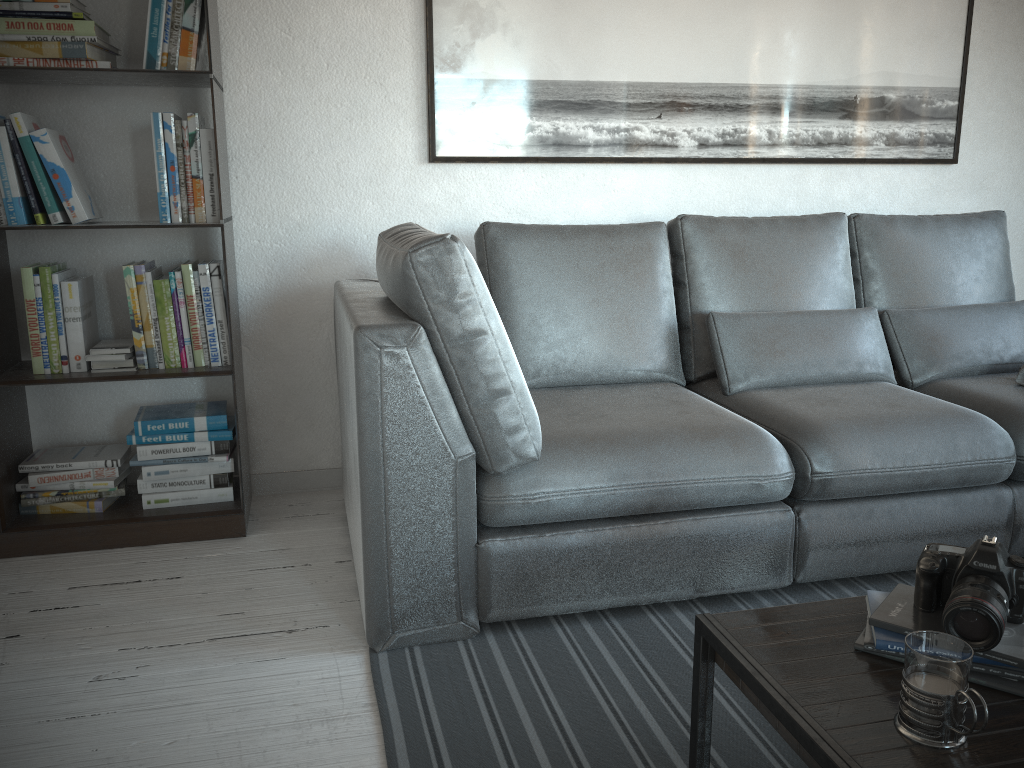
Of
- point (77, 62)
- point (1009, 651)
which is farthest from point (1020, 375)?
point (77, 62)

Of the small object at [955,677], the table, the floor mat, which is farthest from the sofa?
the small object at [955,677]

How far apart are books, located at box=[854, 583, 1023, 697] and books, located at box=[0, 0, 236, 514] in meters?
1.8

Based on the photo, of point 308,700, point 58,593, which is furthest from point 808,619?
point 58,593

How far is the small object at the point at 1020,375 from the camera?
2.5m

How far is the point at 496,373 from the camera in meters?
1.8 m

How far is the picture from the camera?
2.8m

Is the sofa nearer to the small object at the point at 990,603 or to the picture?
the picture

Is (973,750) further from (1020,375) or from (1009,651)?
(1020,375)

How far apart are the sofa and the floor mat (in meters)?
0.01
